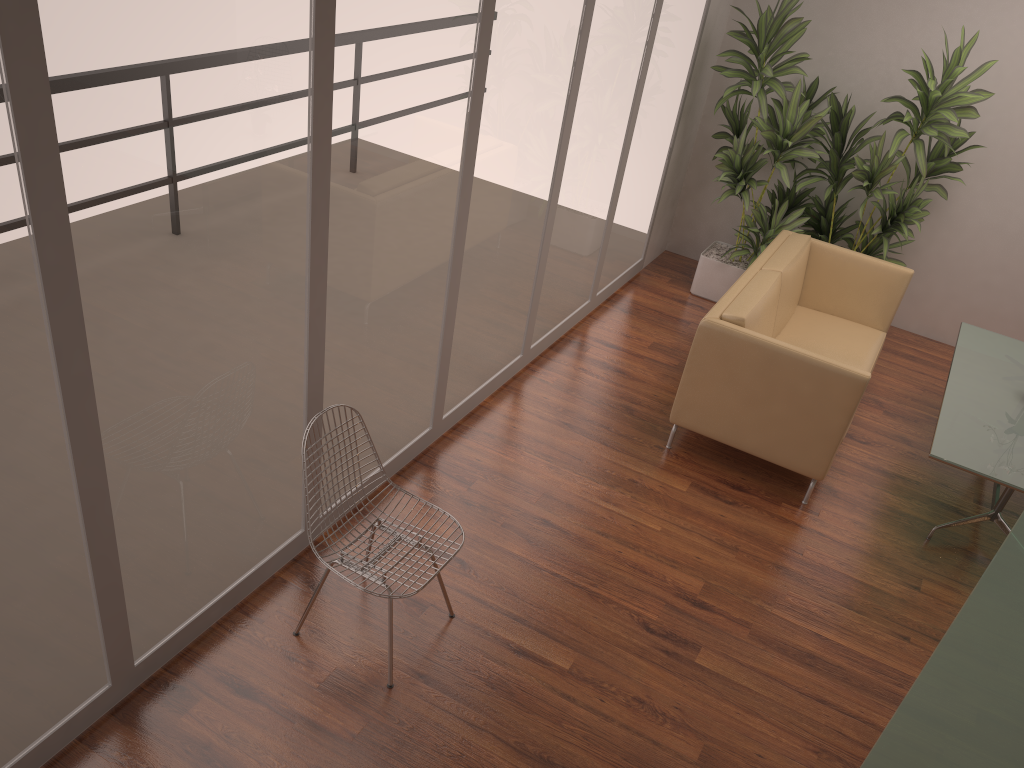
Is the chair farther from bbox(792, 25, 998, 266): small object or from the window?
bbox(792, 25, 998, 266): small object

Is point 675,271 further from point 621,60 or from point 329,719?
point 329,719

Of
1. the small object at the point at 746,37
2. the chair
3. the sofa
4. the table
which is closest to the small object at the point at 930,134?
the small object at the point at 746,37

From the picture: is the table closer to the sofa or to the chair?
the sofa

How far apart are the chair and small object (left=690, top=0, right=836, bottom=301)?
3.9 meters

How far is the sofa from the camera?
4.4 meters

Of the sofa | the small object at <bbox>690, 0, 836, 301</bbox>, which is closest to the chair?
the sofa

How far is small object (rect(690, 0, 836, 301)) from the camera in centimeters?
583cm

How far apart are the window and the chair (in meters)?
0.28

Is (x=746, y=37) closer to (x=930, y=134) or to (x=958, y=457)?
(x=930, y=134)
